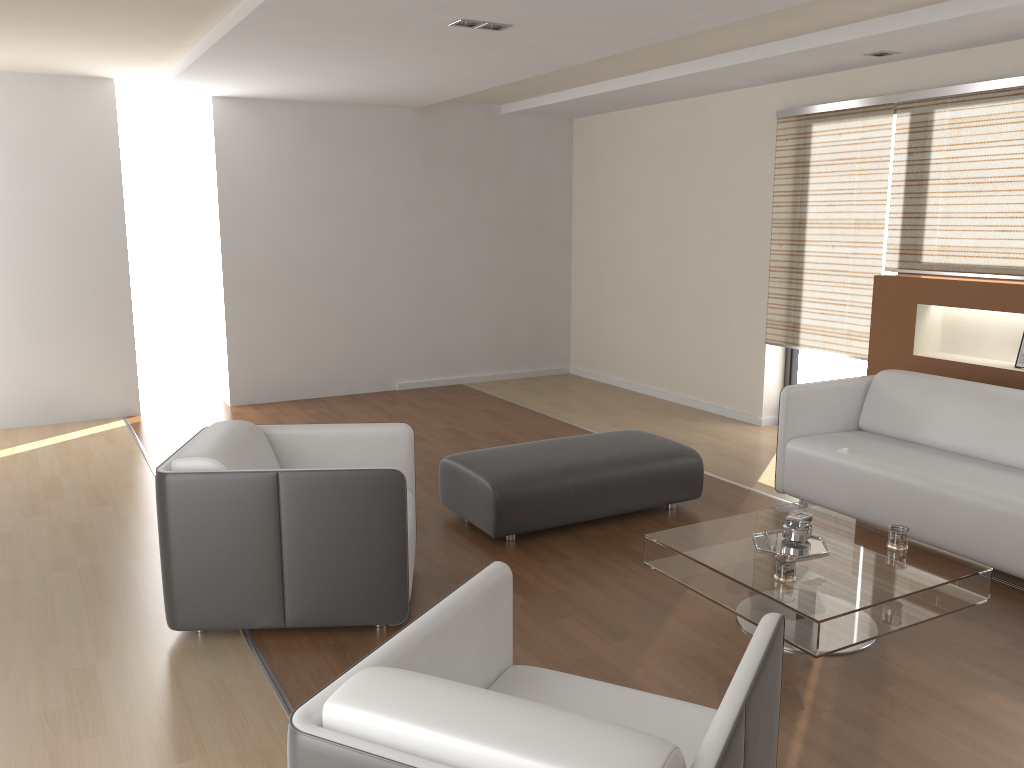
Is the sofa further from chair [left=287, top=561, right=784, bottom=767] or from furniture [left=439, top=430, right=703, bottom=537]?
chair [left=287, top=561, right=784, bottom=767]

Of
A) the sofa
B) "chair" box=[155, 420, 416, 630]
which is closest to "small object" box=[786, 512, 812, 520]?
the sofa

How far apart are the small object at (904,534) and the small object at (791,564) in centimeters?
54cm

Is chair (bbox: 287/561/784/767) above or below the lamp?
below

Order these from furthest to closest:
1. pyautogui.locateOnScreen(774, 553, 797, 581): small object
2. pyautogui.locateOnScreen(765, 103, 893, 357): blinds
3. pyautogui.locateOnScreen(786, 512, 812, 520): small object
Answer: pyautogui.locateOnScreen(765, 103, 893, 357): blinds, pyautogui.locateOnScreen(786, 512, 812, 520): small object, pyautogui.locateOnScreen(774, 553, 797, 581): small object

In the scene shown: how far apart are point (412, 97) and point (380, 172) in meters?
0.9 m

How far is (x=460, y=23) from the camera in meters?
4.4 m

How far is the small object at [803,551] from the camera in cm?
340

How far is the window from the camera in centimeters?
628cm

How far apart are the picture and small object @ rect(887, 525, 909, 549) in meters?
2.1 m
